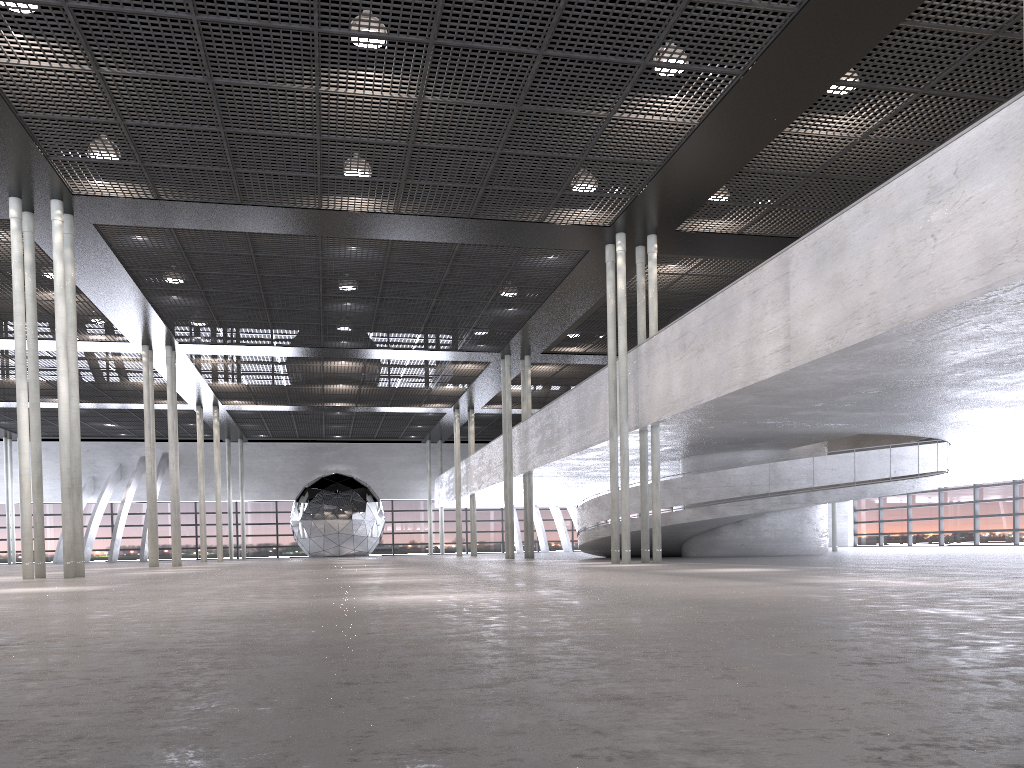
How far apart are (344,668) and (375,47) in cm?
1023
